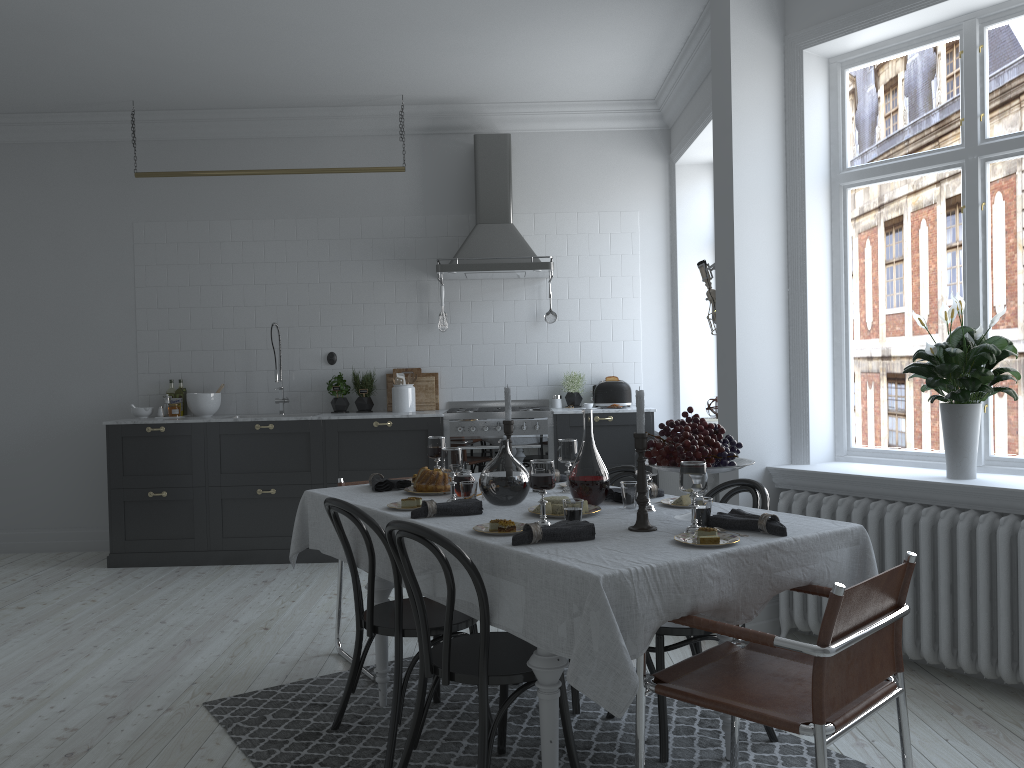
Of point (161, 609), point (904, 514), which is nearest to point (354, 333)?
point (161, 609)

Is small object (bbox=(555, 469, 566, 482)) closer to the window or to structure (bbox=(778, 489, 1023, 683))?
structure (bbox=(778, 489, 1023, 683))

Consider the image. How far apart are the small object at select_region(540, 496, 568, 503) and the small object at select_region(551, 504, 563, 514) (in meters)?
0.05

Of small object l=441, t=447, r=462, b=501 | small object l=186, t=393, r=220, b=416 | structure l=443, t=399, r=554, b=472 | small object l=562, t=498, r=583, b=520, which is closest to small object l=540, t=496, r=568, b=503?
small object l=562, t=498, r=583, b=520

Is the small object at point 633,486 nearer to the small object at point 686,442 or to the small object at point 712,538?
the small object at point 686,442

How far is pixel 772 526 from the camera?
2.6m

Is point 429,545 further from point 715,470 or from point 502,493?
point 715,470

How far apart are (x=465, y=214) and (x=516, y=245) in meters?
0.6

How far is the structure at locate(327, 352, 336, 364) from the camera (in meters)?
6.83

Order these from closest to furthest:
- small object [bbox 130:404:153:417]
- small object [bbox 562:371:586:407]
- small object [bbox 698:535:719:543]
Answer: small object [bbox 698:535:719:543] → small object [bbox 130:404:153:417] → small object [bbox 562:371:586:407]
